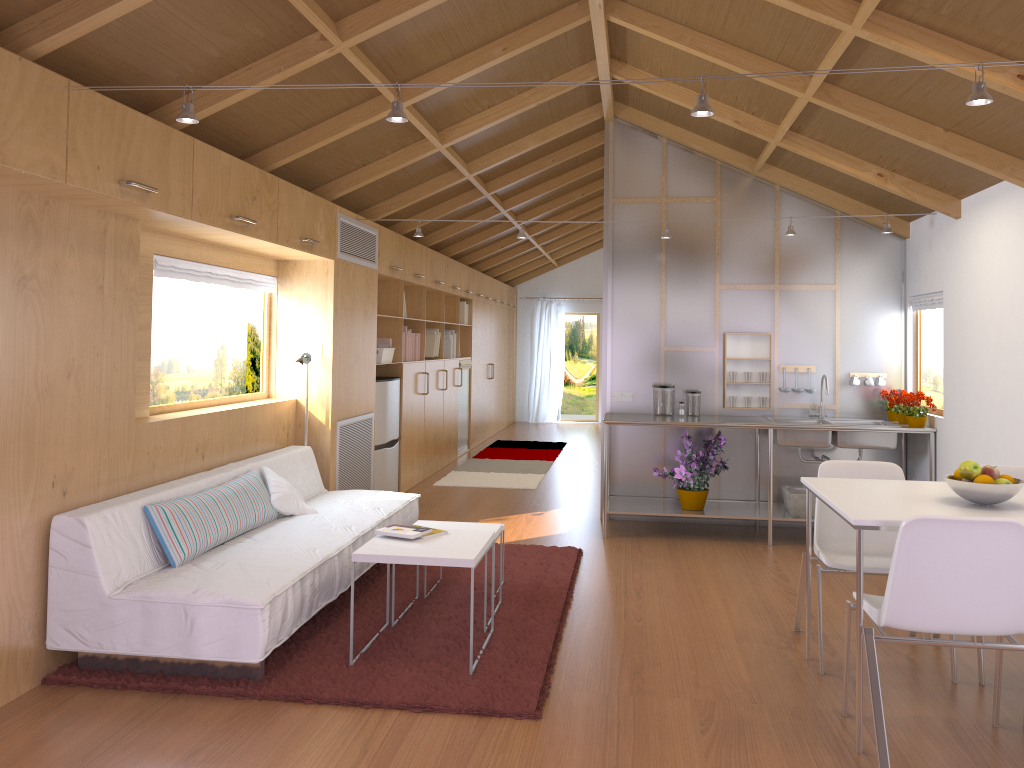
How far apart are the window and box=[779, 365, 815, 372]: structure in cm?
365

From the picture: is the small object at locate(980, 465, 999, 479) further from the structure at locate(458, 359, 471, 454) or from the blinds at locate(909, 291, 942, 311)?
the structure at locate(458, 359, 471, 454)

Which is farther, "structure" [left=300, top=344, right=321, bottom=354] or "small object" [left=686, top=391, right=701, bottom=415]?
"small object" [left=686, top=391, right=701, bottom=415]

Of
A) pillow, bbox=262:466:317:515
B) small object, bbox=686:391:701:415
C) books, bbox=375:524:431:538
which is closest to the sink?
small object, bbox=686:391:701:415

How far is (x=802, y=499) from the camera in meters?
5.8 m

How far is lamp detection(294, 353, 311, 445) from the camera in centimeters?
545cm

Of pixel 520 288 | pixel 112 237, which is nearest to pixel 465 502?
pixel 112 237

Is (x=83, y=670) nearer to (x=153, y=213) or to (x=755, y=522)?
(x=153, y=213)

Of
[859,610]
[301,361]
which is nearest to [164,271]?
[301,361]

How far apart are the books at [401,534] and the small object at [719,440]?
2.6 meters
